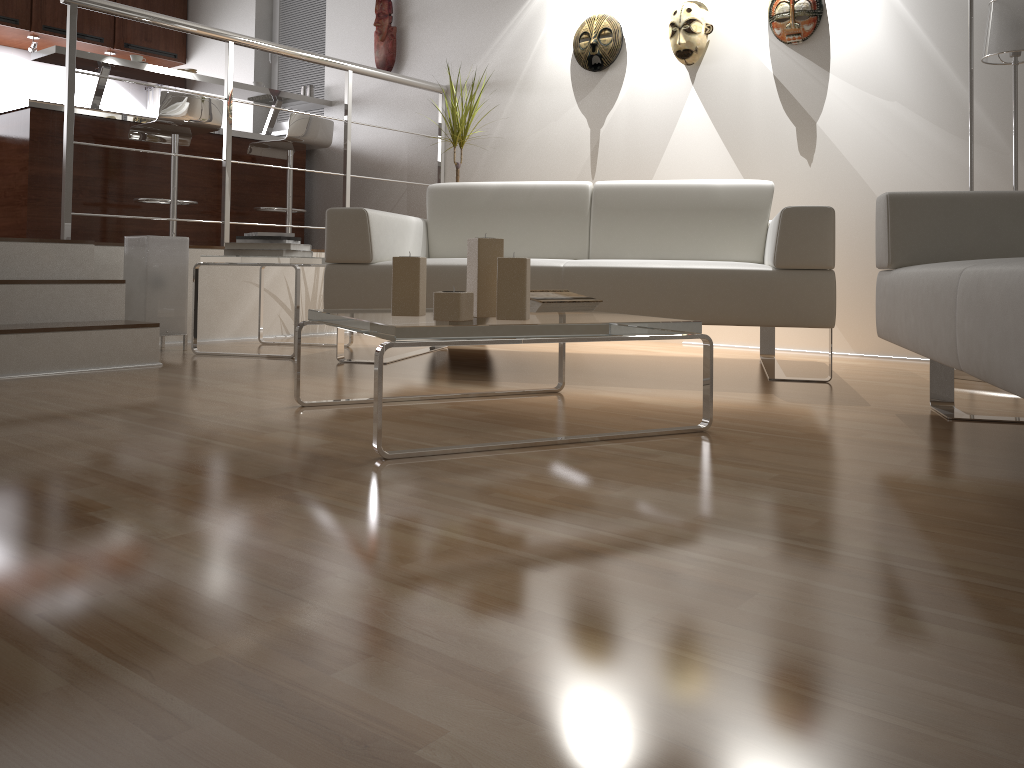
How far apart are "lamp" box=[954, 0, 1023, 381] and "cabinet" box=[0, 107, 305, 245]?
4.3m

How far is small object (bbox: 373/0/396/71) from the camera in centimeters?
542cm

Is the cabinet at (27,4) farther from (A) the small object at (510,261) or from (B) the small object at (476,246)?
(A) the small object at (510,261)

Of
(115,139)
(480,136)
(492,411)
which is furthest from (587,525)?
(115,139)

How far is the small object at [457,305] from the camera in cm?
184

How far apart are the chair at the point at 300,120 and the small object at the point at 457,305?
3.7m

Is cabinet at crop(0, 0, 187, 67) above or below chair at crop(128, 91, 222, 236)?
above

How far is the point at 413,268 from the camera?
2.0m

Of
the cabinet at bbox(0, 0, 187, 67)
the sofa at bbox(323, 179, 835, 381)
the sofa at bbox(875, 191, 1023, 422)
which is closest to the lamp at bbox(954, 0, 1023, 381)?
the sofa at bbox(323, 179, 835, 381)

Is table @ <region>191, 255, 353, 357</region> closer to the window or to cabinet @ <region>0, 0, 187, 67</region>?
the window
